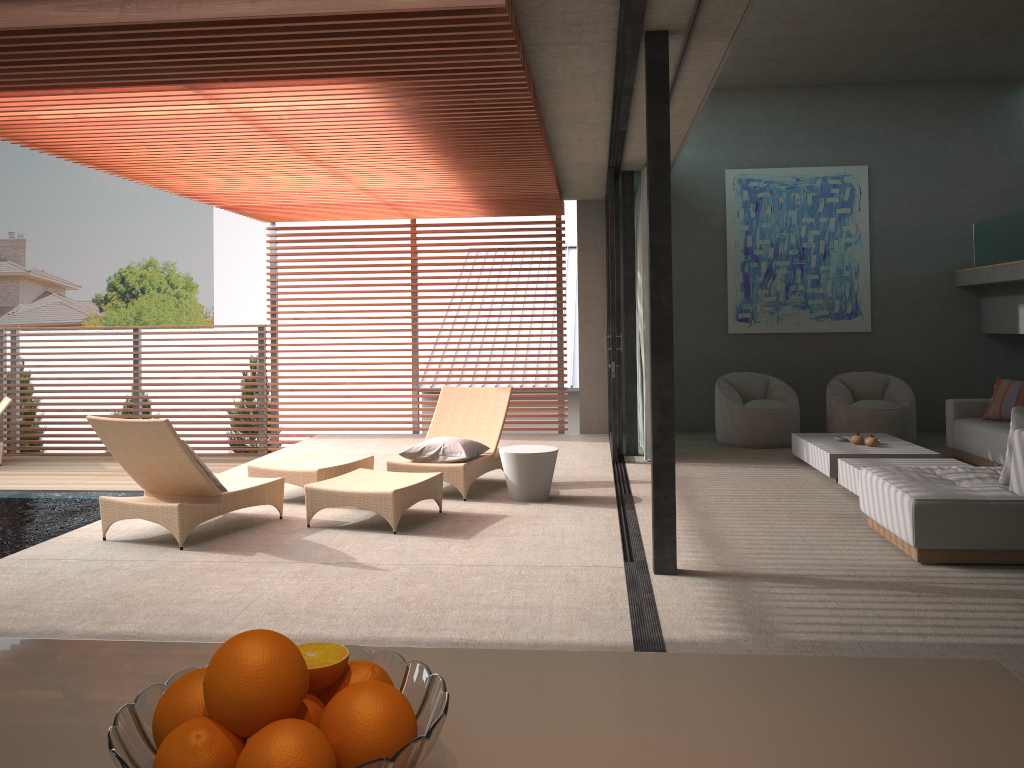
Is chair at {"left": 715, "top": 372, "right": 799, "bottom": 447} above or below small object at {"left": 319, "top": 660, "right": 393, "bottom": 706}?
below

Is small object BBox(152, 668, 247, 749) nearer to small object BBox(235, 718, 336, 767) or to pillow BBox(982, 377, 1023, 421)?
small object BBox(235, 718, 336, 767)

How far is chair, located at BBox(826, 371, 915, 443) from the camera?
9.39m

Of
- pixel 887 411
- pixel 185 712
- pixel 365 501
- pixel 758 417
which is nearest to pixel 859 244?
pixel 887 411

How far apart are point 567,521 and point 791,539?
1.5 meters

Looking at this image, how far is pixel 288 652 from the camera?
0.84m

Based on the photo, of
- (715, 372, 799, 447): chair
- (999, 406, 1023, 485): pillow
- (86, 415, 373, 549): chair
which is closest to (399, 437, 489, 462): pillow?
(86, 415, 373, 549): chair

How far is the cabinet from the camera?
0.9m

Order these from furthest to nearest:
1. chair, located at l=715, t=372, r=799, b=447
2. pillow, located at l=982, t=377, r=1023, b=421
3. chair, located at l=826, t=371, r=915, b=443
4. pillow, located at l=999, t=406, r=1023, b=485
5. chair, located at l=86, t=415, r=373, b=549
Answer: chair, located at l=715, t=372, r=799, b=447, chair, located at l=826, t=371, r=915, b=443, pillow, located at l=982, t=377, r=1023, b=421, chair, located at l=86, t=415, r=373, b=549, pillow, located at l=999, t=406, r=1023, b=485

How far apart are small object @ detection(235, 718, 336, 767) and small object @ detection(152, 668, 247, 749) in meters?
0.1
